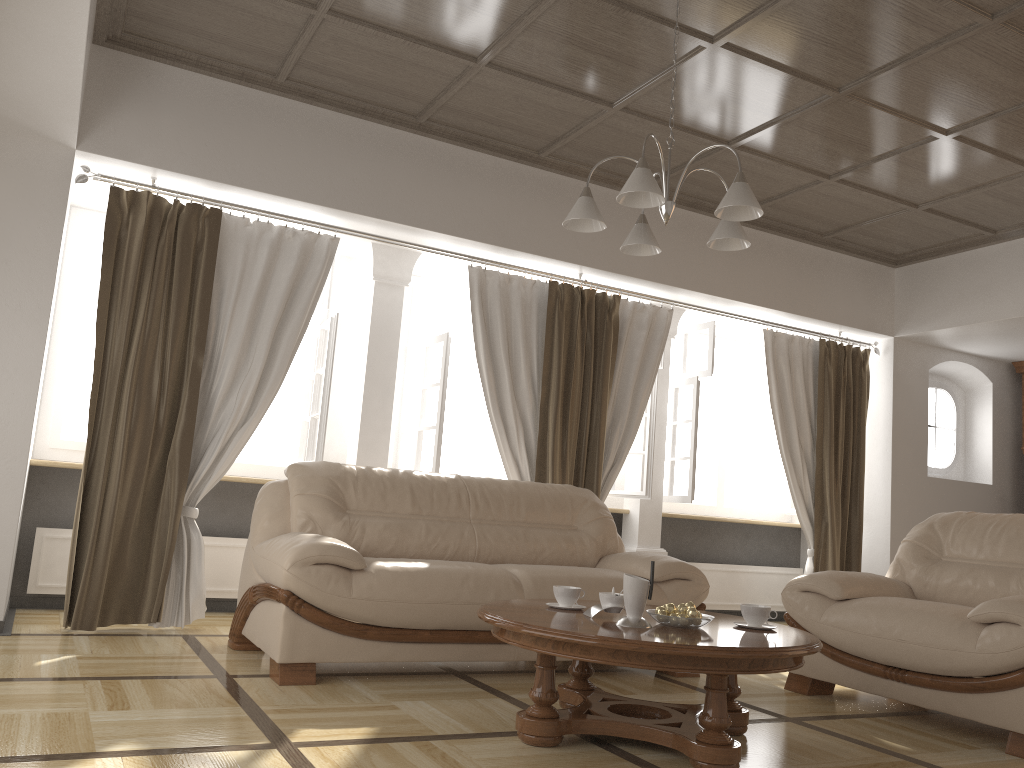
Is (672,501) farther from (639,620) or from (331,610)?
(639,620)

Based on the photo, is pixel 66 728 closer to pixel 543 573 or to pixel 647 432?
pixel 543 573

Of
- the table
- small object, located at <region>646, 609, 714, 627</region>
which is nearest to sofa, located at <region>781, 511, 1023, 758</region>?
the table

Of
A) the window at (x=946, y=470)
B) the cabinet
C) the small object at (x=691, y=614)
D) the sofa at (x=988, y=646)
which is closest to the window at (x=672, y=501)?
the window at (x=946, y=470)

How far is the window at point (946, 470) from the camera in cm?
743

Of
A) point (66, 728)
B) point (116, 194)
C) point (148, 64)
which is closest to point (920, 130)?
point (148, 64)

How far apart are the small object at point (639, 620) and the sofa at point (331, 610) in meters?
1.0 m

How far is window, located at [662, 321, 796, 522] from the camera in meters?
6.5

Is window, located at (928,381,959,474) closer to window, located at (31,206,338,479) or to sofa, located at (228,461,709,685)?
sofa, located at (228,461,709,685)

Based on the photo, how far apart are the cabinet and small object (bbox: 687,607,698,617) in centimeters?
593cm
